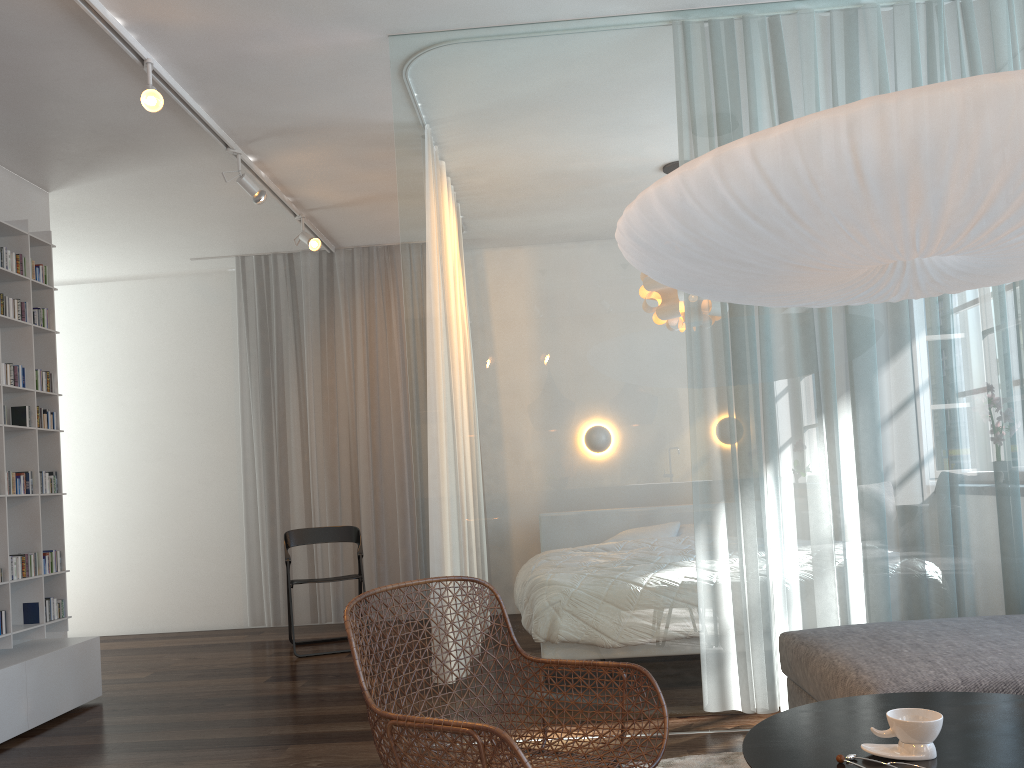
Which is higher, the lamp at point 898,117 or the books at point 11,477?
the lamp at point 898,117

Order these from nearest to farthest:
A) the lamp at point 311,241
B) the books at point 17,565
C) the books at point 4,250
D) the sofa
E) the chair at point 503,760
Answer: the chair at point 503,760
the sofa
the books at point 17,565
the books at point 4,250
the lamp at point 311,241

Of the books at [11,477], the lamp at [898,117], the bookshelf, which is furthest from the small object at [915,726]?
the books at [11,477]

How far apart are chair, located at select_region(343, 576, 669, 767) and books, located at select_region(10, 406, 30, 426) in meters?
2.7

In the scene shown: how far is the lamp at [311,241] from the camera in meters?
5.5 m

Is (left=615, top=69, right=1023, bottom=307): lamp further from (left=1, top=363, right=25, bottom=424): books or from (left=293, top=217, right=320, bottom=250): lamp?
(left=293, top=217, right=320, bottom=250): lamp

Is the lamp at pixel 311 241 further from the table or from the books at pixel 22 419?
the table

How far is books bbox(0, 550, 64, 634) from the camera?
4.14m

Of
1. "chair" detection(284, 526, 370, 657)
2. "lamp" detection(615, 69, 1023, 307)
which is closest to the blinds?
"chair" detection(284, 526, 370, 657)

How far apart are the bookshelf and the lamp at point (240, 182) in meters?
1.1
